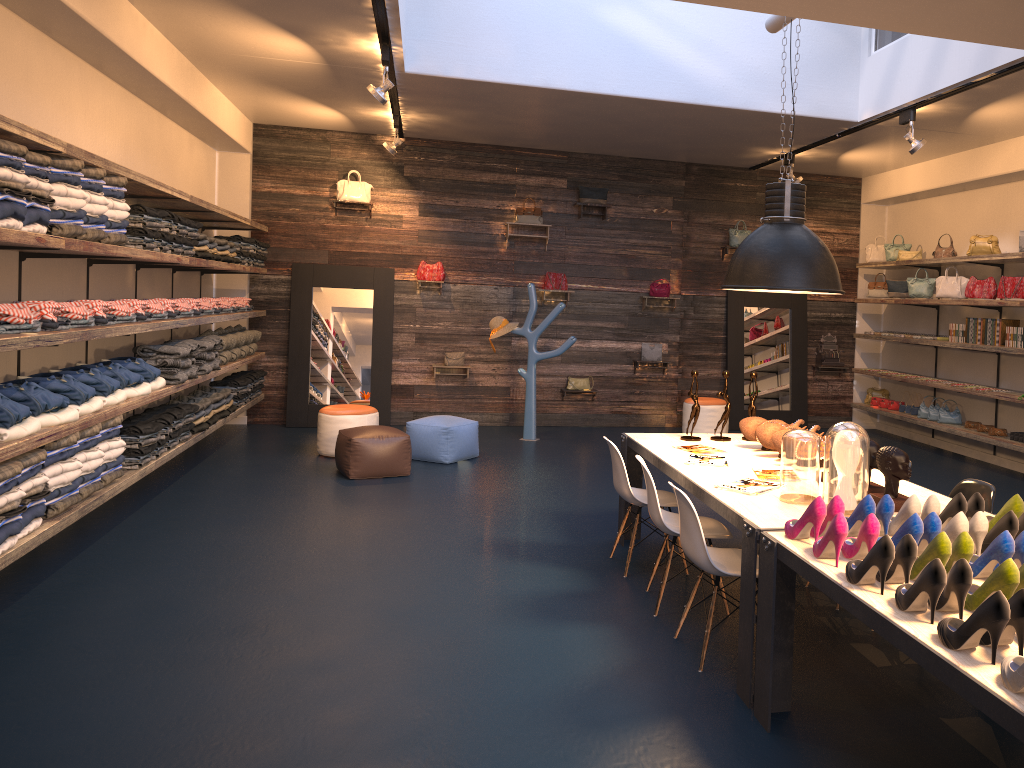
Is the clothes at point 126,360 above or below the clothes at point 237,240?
below

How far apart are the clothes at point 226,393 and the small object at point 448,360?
2.8m

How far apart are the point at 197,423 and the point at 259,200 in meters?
3.9

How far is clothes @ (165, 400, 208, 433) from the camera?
7.71m

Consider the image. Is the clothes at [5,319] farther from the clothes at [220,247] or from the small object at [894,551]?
the small object at [894,551]

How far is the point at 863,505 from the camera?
3.2m

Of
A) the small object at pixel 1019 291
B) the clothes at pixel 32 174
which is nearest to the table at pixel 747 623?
the clothes at pixel 32 174

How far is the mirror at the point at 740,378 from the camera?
11.3 meters

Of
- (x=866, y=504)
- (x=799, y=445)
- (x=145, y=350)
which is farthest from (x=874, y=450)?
(x=145, y=350)

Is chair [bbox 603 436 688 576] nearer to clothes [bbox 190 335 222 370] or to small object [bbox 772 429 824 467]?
small object [bbox 772 429 824 467]
